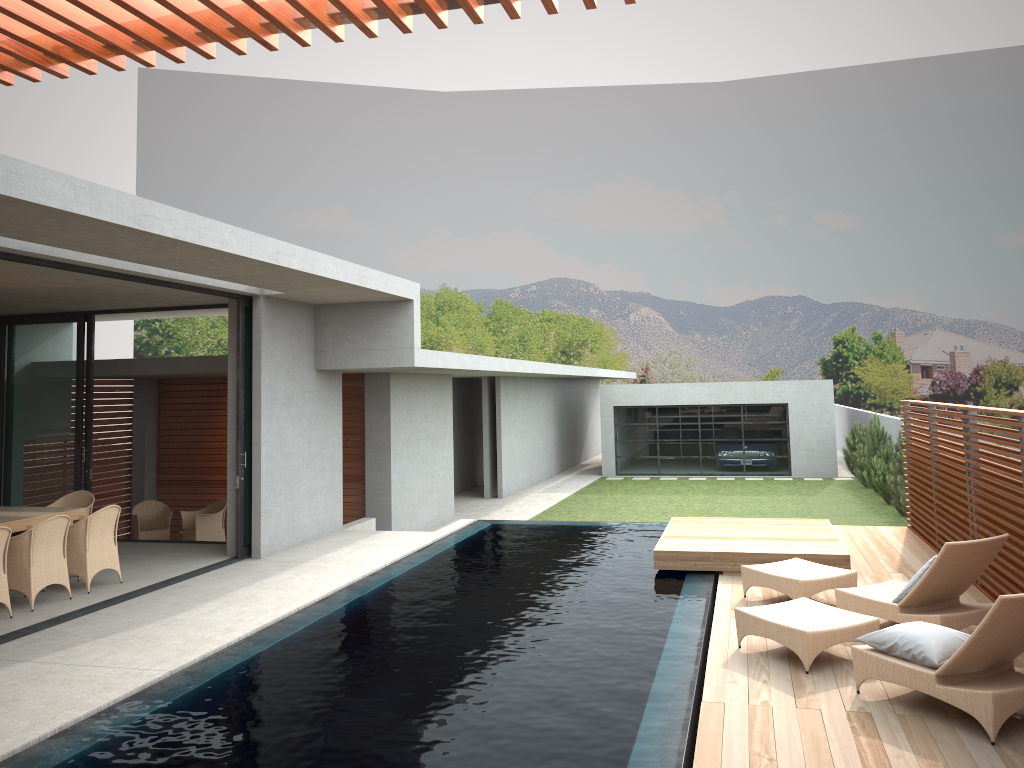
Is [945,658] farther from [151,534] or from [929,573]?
[151,534]

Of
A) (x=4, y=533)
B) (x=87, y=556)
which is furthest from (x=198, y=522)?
(x=4, y=533)

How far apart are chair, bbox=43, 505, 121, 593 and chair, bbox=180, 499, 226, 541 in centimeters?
446cm

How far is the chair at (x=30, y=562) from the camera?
8.51m

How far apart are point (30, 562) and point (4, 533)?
0.51m

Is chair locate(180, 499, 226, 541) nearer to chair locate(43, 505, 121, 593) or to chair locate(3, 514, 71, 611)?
chair locate(43, 505, 121, 593)

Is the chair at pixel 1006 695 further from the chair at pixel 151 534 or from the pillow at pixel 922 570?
the chair at pixel 151 534

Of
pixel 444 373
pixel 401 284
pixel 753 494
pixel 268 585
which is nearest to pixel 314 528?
pixel 268 585

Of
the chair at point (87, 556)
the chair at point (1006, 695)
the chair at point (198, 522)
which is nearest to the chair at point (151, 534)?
the chair at point (198, 522)

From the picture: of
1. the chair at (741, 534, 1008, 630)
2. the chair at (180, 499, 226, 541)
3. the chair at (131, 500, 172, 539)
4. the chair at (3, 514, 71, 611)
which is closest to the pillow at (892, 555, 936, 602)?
the chair at (741, 534, 1008, 630)
